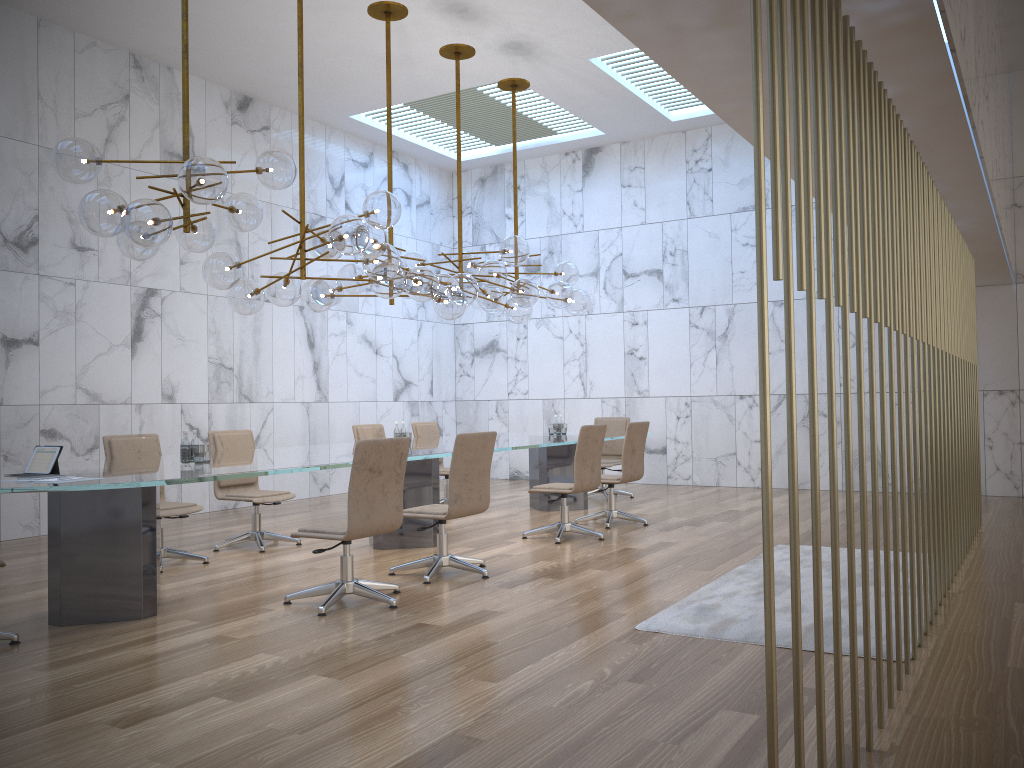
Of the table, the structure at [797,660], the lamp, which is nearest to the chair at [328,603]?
the table

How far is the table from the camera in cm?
489

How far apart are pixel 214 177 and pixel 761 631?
3.9m

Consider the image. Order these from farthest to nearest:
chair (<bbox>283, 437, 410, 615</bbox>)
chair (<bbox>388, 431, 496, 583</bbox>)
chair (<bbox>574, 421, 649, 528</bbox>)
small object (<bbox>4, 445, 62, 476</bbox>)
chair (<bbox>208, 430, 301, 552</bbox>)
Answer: chair (<bbox>574, 421, 649, 528</bbox>) < chair (<bbox>208, 430, 301, 552</bbox>) < chair (<bbox>388, 431, 496, 583</bbox>) < chair (<bbox>283, 437, 410, 615</bbox>) < small object (<bbox>4, 445, 62, 476</bbox>)

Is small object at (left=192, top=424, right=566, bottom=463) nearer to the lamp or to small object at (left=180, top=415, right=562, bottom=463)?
small object at (left=180, top=415, right=562, bottom=463)

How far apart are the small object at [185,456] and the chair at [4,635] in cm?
147

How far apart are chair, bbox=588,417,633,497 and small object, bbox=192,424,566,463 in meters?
1.1

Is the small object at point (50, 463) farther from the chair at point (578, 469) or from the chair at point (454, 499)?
the chair at point (578, 469)

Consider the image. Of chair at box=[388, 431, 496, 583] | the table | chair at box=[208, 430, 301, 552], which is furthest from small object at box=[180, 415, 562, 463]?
chair at box=[208, 430, 301, 552]

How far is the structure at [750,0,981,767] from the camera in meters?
2.2
